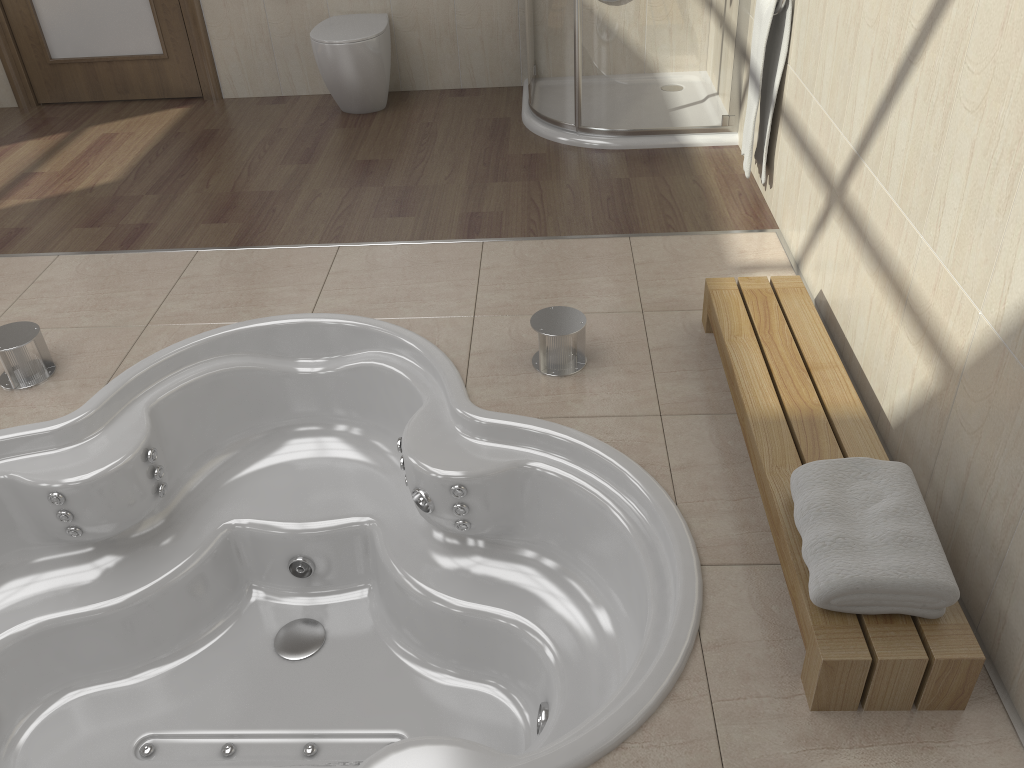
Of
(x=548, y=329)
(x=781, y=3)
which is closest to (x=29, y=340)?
(x=548, y=329)

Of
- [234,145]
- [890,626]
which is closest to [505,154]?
[234,145]

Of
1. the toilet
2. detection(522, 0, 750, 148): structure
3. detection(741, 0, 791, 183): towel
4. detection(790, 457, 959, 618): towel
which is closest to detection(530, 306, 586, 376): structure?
detection(790, 457, 959, 618): towel

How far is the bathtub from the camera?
2.1m

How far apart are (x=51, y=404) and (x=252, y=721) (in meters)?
1.00

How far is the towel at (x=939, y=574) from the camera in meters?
1.5

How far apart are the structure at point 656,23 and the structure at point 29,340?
2.2 meters

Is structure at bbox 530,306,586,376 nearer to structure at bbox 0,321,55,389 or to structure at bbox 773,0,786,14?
structure at bbox 773,0,786,14

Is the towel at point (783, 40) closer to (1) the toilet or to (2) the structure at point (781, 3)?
(2) the structure at point (781, 3)

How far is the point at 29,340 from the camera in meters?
2.4 m
